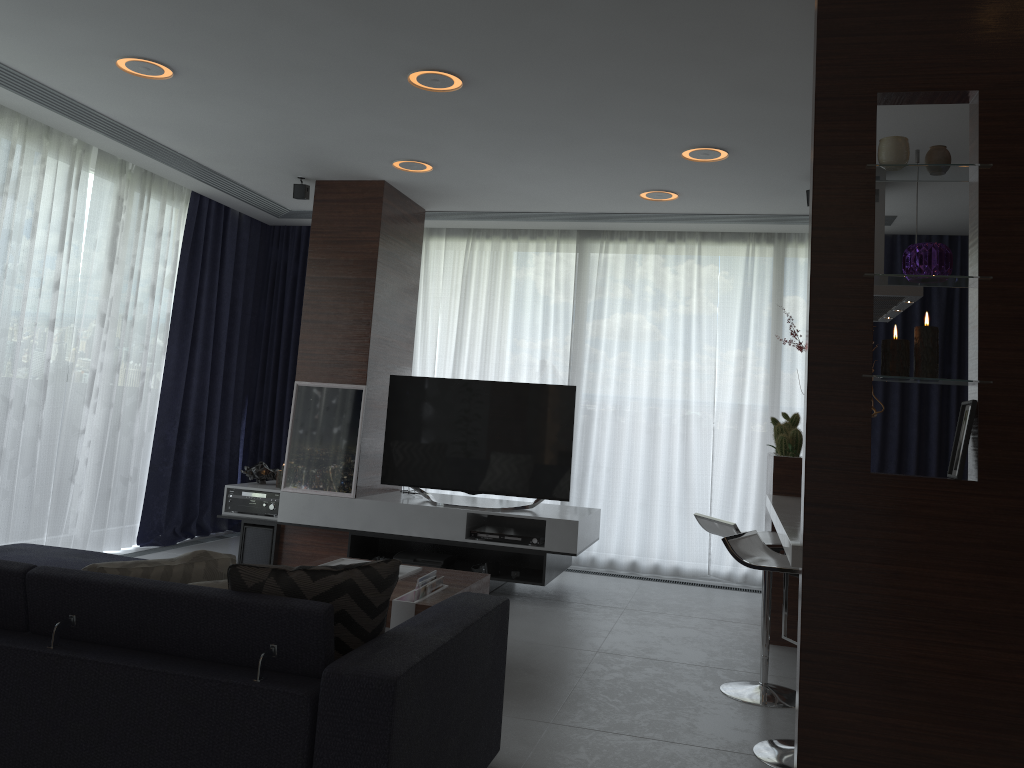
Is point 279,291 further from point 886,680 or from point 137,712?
point 886,680

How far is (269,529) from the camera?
5.7m

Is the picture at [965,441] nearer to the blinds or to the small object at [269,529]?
the blinds

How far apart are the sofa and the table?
0.7m

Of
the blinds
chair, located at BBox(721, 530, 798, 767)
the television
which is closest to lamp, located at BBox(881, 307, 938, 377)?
chair, located at BBox(721, 530, 798, 767)

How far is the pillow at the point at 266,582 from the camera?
2.2 meters

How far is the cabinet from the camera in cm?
242

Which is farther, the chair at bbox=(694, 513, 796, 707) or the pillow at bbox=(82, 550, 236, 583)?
the chair at bbox=(694, 513, 796, 707)

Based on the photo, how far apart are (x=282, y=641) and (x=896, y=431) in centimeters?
520cm

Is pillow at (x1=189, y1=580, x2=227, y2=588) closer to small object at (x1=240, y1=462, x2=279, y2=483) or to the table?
the table
